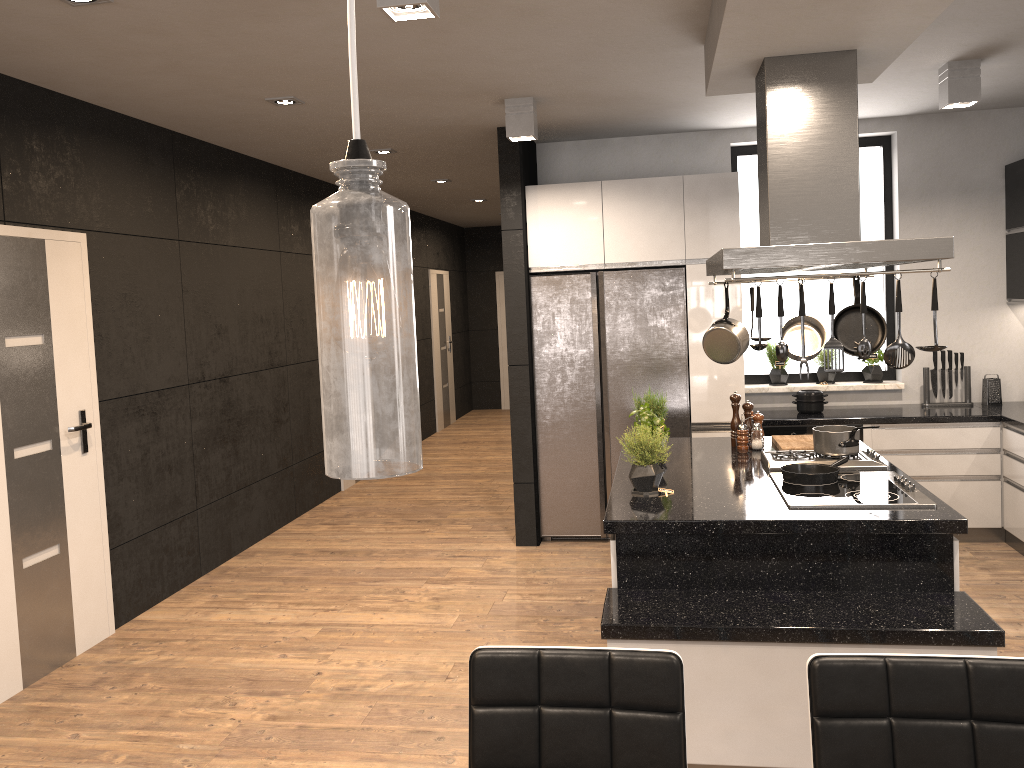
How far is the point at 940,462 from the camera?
5.47m

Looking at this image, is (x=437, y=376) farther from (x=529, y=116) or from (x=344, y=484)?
(x=529, y=116)

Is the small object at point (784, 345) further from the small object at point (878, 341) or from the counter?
the counter

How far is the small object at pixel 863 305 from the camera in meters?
3.1

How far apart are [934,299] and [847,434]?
1.0 meters

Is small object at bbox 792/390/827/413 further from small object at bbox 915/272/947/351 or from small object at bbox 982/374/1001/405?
small object at bbox 915/272/947/351

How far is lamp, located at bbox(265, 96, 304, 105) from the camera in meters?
4.6

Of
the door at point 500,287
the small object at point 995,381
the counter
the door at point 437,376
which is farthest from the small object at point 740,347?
the door at point 500,287

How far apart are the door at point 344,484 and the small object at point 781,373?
3.9 meters

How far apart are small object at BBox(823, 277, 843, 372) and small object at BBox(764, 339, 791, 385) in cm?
314
